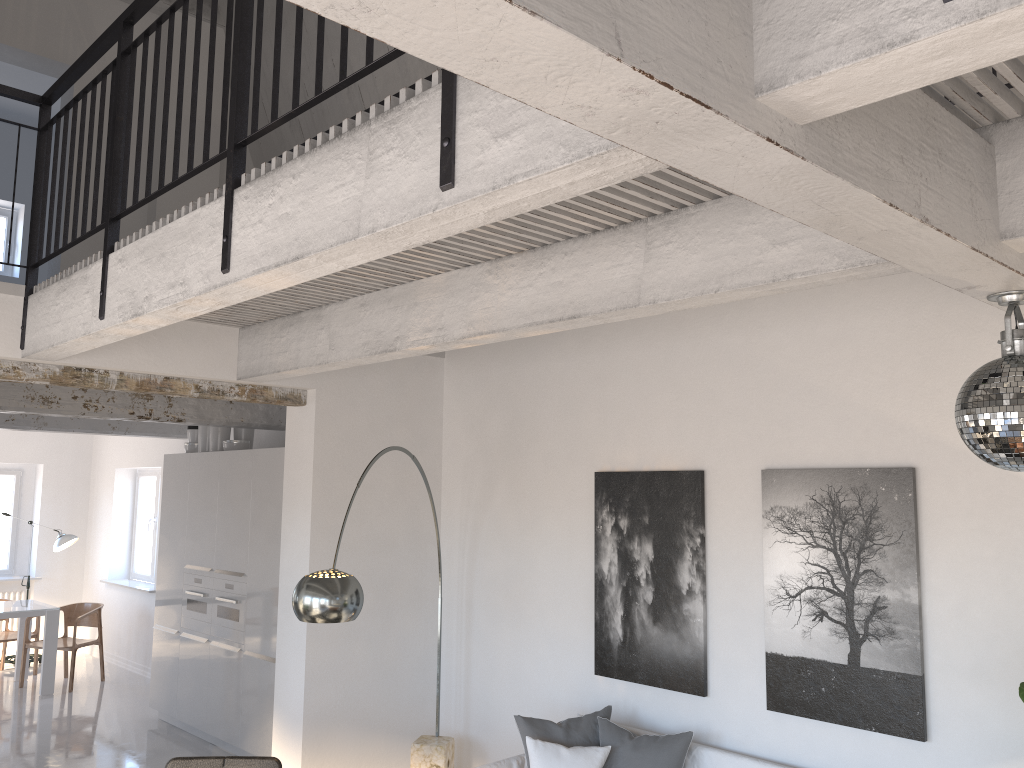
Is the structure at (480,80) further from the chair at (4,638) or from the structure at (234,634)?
the chair at (4,638)

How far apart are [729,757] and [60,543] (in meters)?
8.84

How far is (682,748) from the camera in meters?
4.4 m

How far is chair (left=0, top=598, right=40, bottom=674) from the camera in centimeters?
963cm

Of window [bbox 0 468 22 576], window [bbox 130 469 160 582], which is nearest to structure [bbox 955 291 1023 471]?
window [bbox 130 469 160 582]

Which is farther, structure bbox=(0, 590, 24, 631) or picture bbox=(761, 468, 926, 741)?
structure bbox=(0, 590, 24, 631)

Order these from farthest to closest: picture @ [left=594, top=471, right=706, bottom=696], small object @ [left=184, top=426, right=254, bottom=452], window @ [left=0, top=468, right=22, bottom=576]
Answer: window @ [left=0, top=468, right=22, bottom=576] < small object @ [left=184, top=426, right=254, bottom=452] < picture @ [left=594, top=471, right=706, bottom=696]

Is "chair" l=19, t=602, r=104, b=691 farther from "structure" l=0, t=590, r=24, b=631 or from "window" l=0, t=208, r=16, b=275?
"window" l=0, t=208, r=16, b=275

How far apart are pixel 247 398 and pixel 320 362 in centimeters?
107cm

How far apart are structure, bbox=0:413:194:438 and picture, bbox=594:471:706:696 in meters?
5.8
